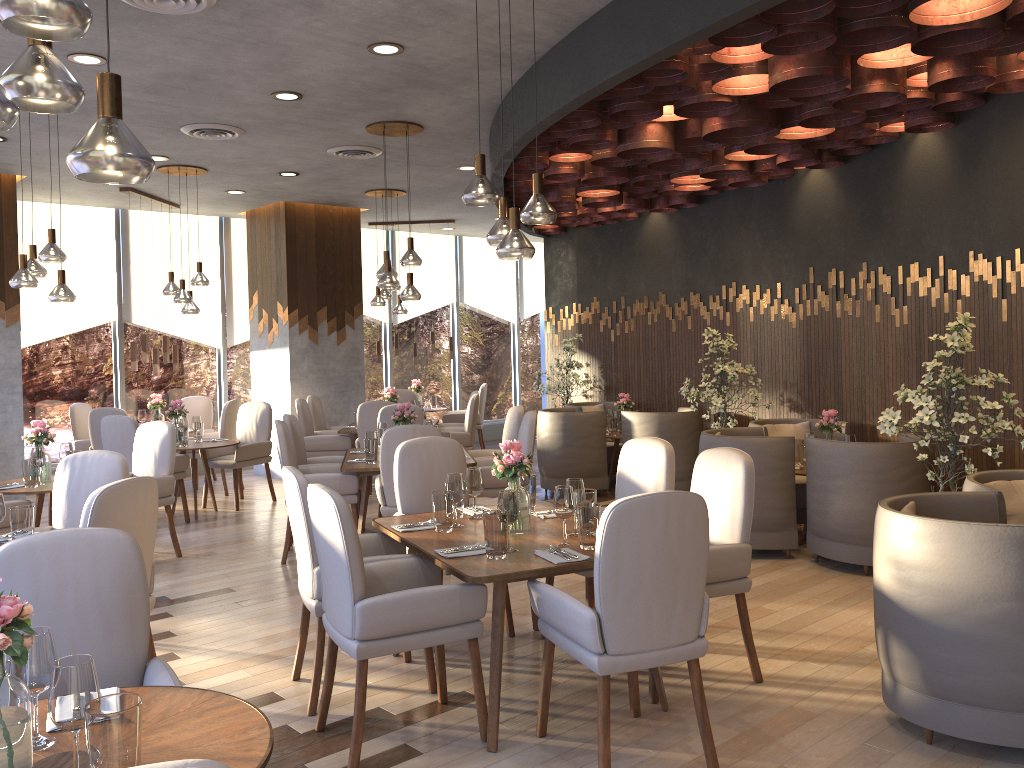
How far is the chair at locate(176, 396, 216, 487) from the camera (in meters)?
10.36

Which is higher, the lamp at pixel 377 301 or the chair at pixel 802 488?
the lamp at pixel 377 301

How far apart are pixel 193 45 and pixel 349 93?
1.2m

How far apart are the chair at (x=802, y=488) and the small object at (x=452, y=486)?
3.42m

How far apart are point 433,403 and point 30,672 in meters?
10.2 m

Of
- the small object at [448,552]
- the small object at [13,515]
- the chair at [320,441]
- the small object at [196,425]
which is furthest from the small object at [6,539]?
the chair at [320,441]

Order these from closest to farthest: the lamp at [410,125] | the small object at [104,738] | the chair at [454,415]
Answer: the small object at [104,738], the lamp at [410,125], the chair at [454,415]

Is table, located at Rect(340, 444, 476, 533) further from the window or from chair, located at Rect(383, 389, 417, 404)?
the window

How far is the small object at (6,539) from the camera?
4.07m

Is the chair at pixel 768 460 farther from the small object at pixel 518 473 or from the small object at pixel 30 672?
the small object at pixel 30 672
